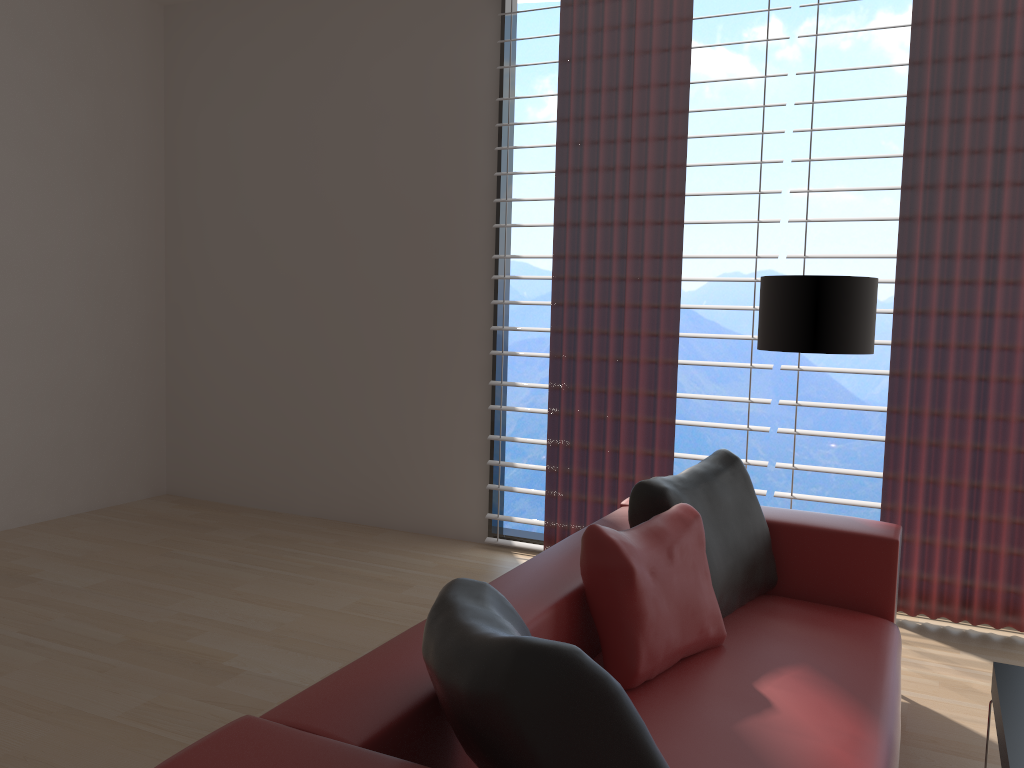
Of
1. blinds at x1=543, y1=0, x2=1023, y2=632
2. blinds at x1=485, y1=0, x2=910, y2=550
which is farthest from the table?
blinds at x1=485, y1=0, x2=910, y2=550

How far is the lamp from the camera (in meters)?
4.27

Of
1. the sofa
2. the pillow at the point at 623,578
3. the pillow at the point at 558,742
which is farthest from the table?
the pillow at the point at 558,742

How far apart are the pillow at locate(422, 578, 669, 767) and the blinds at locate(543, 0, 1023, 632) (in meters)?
3.51

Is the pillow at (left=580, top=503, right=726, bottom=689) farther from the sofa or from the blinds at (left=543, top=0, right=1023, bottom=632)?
the blinds at (left=543, top=0, right=1023, bottom=632)

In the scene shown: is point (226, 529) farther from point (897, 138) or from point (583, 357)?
point (897, 138)

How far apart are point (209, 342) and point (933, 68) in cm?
576

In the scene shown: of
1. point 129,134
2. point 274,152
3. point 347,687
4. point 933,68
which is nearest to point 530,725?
point 347,687

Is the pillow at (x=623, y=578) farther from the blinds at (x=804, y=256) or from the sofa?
the blinds at (x=804, y=256)

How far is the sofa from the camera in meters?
2.0 m
